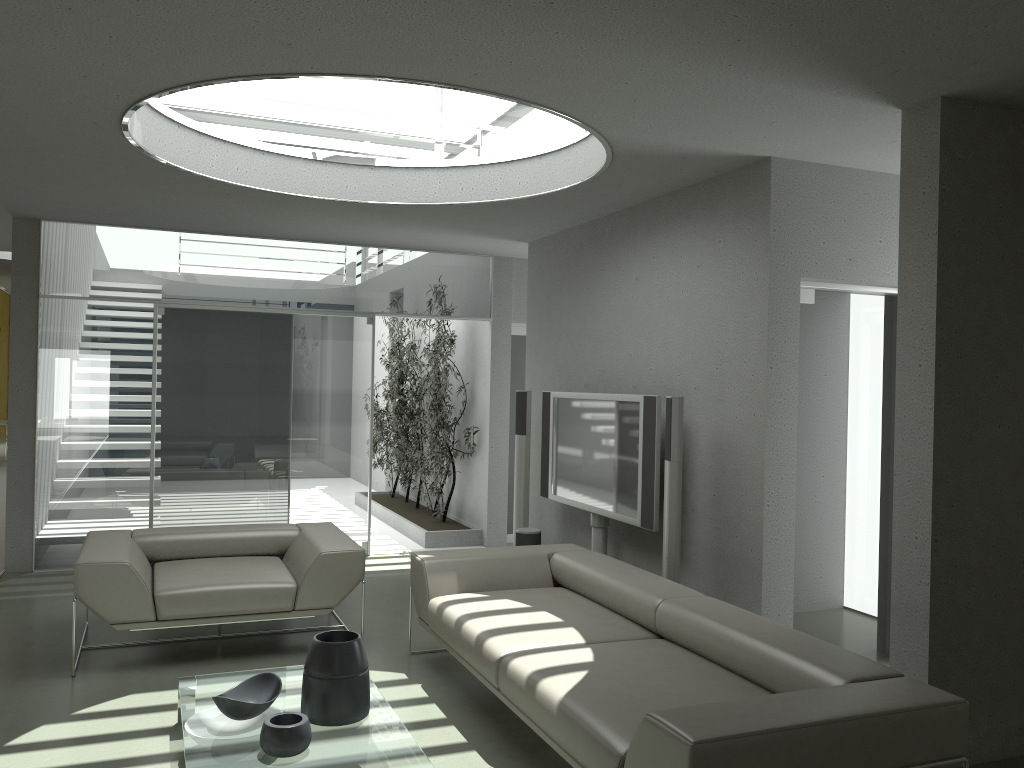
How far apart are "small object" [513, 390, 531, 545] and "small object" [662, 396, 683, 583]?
2.20m

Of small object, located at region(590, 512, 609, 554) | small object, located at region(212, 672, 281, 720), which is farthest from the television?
small object, located at region(212, 672, 281, 720)

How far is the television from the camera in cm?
512

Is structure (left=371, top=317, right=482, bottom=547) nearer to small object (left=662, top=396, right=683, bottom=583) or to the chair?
the chair

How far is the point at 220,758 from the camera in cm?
306

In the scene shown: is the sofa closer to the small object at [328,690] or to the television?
the television

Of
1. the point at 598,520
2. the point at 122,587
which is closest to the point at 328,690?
the point at 122,587

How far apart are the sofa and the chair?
0.3m

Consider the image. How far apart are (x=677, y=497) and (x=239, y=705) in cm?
242

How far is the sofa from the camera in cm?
252
